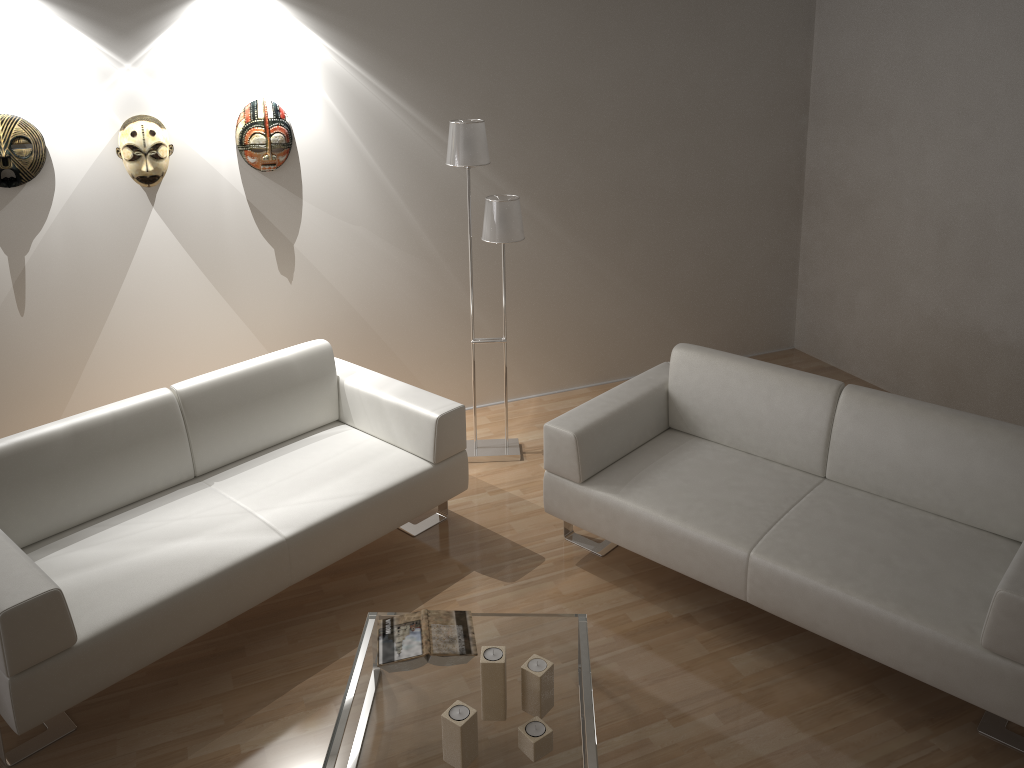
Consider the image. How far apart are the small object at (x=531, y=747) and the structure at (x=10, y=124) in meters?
3.0

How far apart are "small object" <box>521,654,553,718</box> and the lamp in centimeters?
193cm

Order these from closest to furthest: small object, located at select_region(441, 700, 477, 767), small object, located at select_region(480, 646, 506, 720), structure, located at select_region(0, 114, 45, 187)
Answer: small object, located at select_region(441, 700, 477, 767), small object, located at select_region(480, 646, 506, 720), structure, located at select_region(0, 114, 45, 187)

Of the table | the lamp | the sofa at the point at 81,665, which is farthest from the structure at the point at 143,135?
the table

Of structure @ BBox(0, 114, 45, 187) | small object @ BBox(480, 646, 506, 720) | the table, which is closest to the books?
the table

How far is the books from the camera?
2.68m

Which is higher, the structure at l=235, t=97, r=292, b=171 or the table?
the structure at l=235, t=97, r=292, b=171

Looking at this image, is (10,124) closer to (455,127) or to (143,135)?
(143,135)

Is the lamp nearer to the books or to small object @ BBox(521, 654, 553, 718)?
the books

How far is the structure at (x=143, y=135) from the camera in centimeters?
375cm
